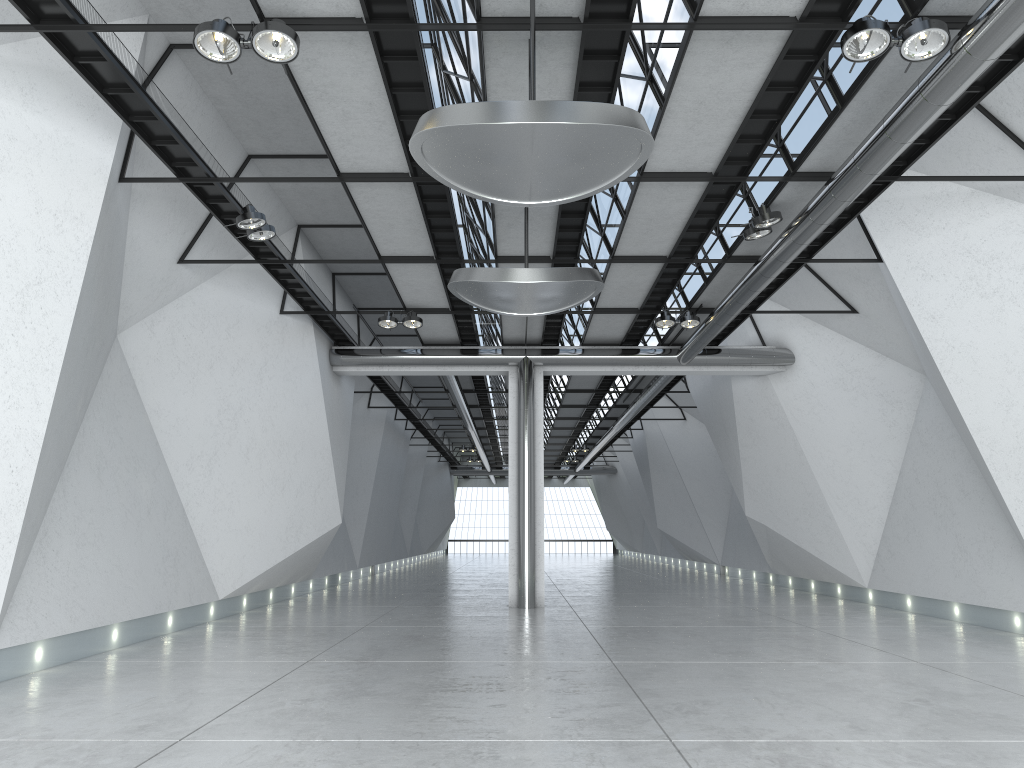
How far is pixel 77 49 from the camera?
42.6 meters

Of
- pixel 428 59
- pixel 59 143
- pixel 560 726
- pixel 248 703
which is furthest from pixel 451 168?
pixel 248 703
